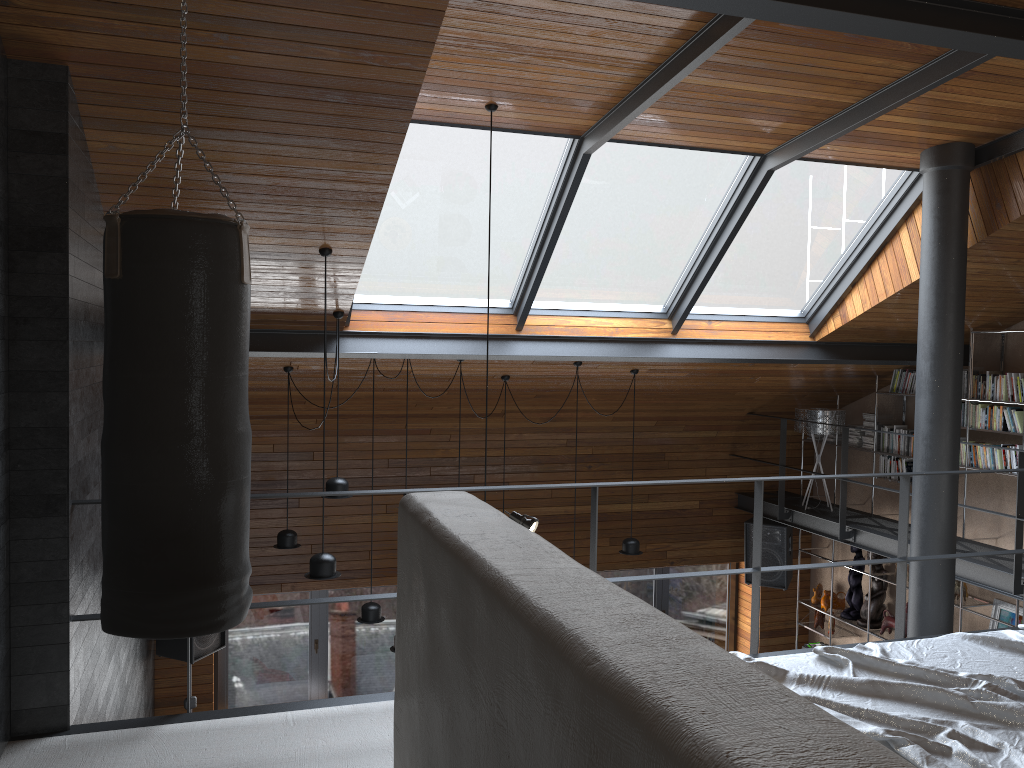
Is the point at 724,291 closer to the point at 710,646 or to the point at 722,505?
the point at 722,505

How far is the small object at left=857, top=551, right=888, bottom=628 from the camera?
8.84m

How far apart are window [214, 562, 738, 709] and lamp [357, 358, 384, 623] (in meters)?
2.41

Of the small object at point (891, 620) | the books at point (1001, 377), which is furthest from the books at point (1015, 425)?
the small object at point (891, 620)

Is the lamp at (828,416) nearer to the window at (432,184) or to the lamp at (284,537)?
the window at (432,184)

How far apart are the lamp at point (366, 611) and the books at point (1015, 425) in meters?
5.2 m

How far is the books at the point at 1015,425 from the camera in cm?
716

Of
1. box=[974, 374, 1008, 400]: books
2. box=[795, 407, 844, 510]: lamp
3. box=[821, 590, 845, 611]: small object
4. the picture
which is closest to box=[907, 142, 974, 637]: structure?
box=[974, 374, 1008, 400]: books

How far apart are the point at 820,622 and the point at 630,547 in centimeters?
317cm

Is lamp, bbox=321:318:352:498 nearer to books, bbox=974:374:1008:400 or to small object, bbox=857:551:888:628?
books, bbox=974:374:1008:400
